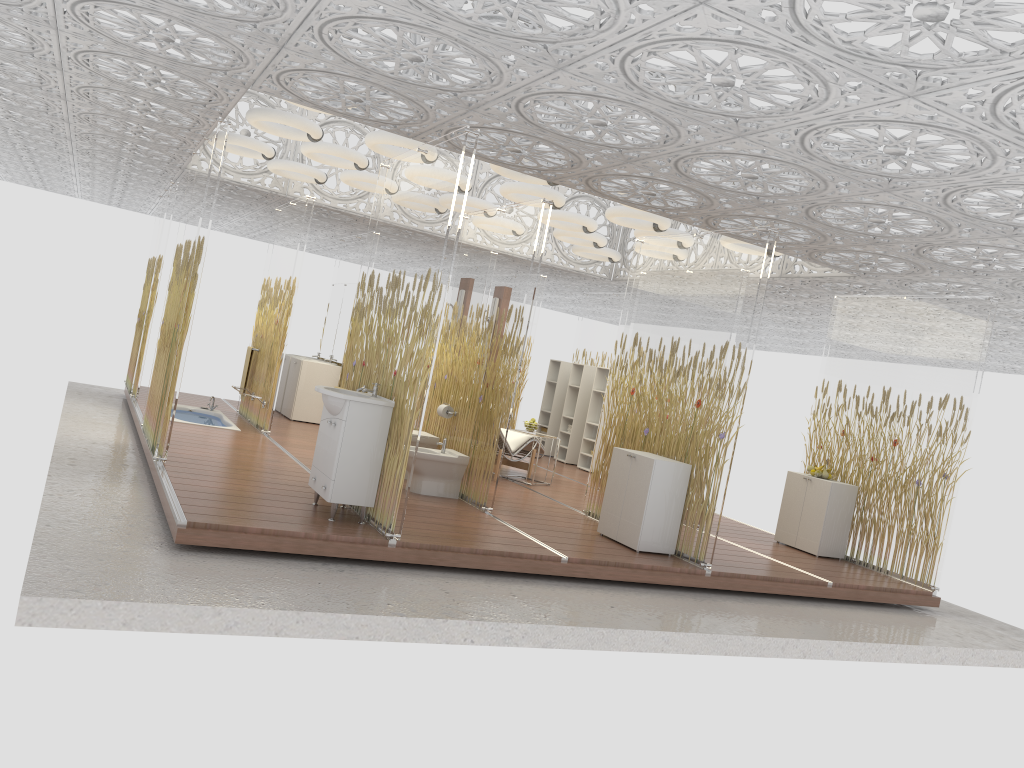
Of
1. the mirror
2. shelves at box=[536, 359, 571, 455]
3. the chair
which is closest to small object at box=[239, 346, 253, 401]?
the mirror

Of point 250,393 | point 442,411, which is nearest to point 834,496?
point 442,411

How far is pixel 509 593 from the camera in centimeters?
544cm

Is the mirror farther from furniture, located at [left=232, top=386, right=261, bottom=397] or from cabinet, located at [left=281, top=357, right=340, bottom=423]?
furniture, located at [left=232, top=386, right=261, bottom=397]

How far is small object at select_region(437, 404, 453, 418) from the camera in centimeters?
803cm

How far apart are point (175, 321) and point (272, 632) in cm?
346

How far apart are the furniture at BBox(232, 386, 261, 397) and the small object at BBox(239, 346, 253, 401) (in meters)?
0.59

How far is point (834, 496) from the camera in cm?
843

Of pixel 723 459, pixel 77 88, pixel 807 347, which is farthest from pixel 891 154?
pixel 807 347

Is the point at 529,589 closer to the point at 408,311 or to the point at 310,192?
the point at 408,311
